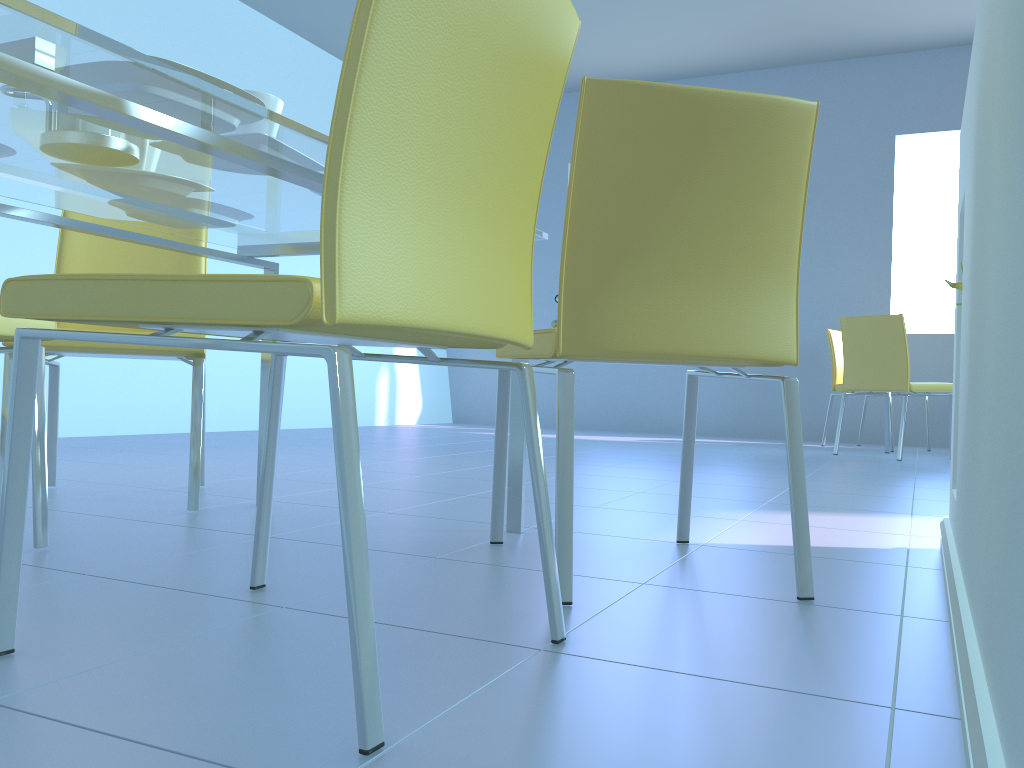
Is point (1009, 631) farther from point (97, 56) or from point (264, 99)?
point (264, 99)

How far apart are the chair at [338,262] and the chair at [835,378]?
4.55m

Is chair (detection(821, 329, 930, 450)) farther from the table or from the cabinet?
the table

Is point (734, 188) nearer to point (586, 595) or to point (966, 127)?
point (966, 127)

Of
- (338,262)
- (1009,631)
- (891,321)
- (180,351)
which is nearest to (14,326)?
(180,351)

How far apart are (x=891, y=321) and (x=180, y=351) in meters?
3.5

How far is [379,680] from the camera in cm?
85

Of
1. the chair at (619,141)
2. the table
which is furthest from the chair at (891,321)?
the table

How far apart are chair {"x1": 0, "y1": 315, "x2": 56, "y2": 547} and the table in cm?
19

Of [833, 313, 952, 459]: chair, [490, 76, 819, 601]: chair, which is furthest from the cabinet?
[833, 313, 952, 459]: chair
